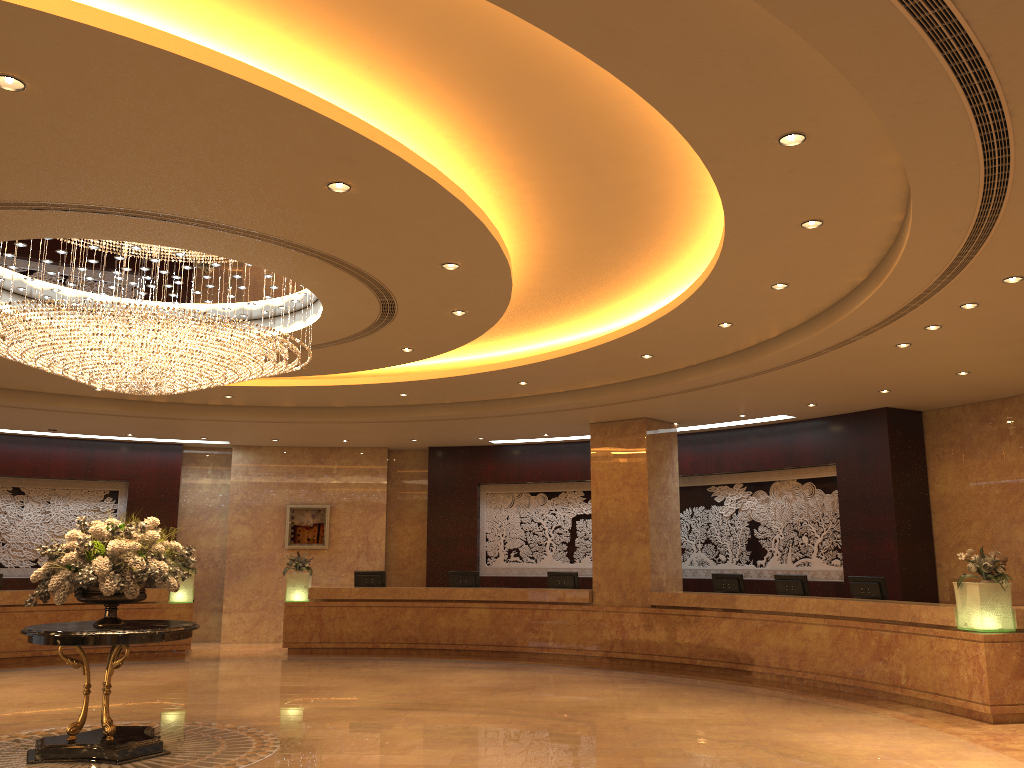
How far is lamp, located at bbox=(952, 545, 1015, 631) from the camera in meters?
9.4

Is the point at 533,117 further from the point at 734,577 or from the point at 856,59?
the point at 734,577

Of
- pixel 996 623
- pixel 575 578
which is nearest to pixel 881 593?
pixel 996 623

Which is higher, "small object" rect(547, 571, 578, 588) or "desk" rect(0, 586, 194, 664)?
"small object" rect(547, 571, 578, 588)

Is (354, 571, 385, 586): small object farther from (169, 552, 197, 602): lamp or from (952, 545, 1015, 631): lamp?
(952, 545, 1015, 631): lamp

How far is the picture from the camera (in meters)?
18.21

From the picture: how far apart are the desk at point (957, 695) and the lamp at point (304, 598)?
0.12m

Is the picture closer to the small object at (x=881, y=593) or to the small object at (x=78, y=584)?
the small object at (x=78, y=584)

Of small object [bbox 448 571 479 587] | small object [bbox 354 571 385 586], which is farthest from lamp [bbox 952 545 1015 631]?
small object [bbox 354 571 385 586]

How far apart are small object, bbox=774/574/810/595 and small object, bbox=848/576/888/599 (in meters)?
0.82
